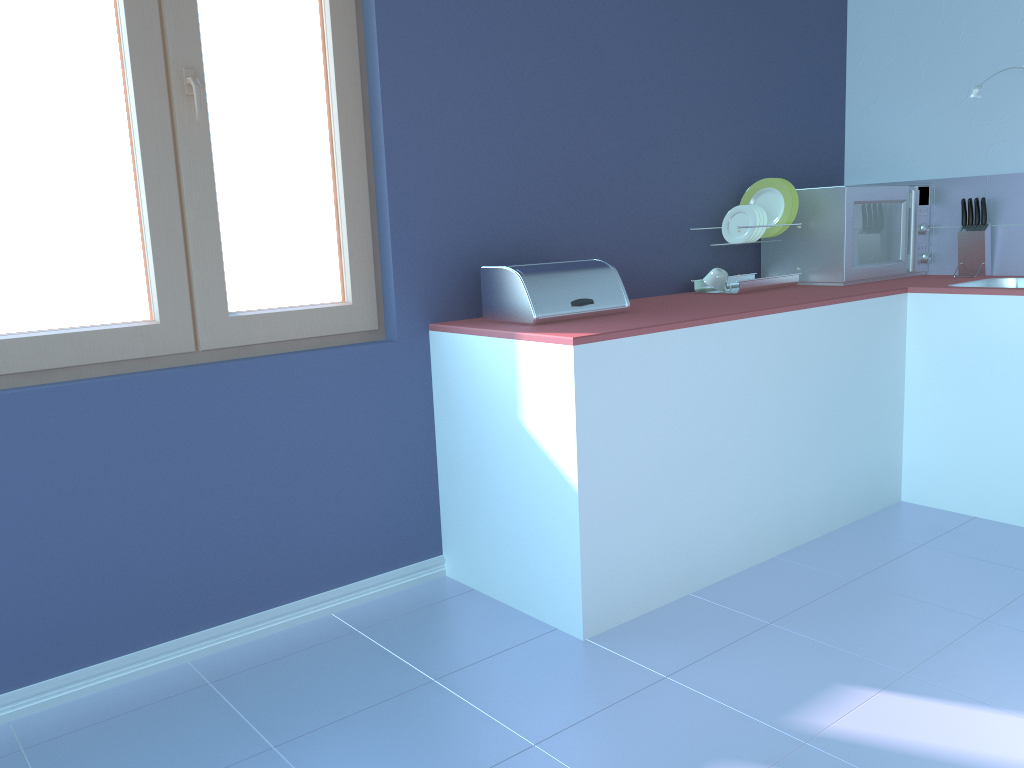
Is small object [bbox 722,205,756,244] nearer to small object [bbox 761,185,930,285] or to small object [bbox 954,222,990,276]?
small object [bbox 761,185,930,285]

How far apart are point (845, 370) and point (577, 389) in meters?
1.2

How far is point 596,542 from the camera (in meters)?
2.17

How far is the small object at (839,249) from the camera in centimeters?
314cm

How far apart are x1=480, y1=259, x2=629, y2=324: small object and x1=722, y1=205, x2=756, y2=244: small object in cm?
75

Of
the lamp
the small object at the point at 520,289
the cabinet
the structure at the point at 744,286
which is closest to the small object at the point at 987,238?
the cabinet

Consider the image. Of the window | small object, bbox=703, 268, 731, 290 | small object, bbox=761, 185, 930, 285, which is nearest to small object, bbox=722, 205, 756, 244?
small object, bbox=703, 268, 731, 290

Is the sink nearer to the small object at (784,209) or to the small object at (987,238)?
the small object at (987,238)

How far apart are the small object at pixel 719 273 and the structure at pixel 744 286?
0.03m

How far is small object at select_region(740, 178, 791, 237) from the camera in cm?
316
